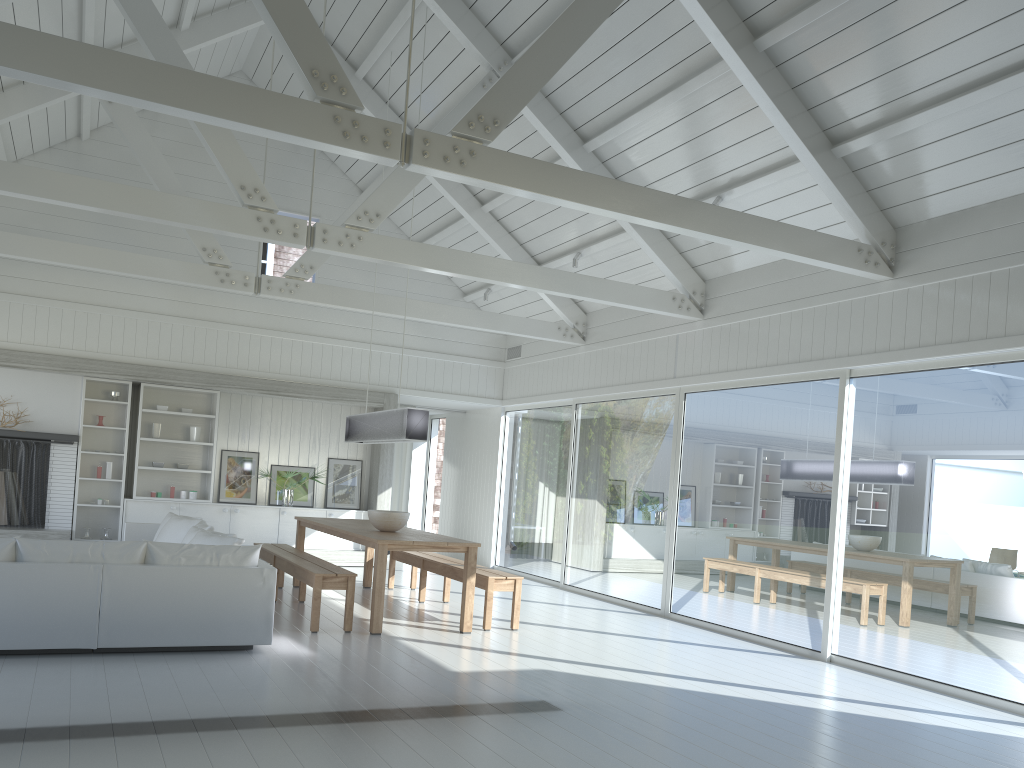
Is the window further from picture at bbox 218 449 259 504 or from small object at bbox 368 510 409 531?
picture at bbox 218 449 259 504

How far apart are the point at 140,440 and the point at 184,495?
0.90m

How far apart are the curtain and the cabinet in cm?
151

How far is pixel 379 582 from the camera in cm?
690

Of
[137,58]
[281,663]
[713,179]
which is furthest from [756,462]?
[137,58]

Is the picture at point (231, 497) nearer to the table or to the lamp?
the table

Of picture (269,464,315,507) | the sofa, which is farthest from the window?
the sofa

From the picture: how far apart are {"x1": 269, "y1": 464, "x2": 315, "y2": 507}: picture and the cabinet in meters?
0.2 m

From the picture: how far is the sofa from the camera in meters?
5.3 m

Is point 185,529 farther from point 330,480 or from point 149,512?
point 330,480
